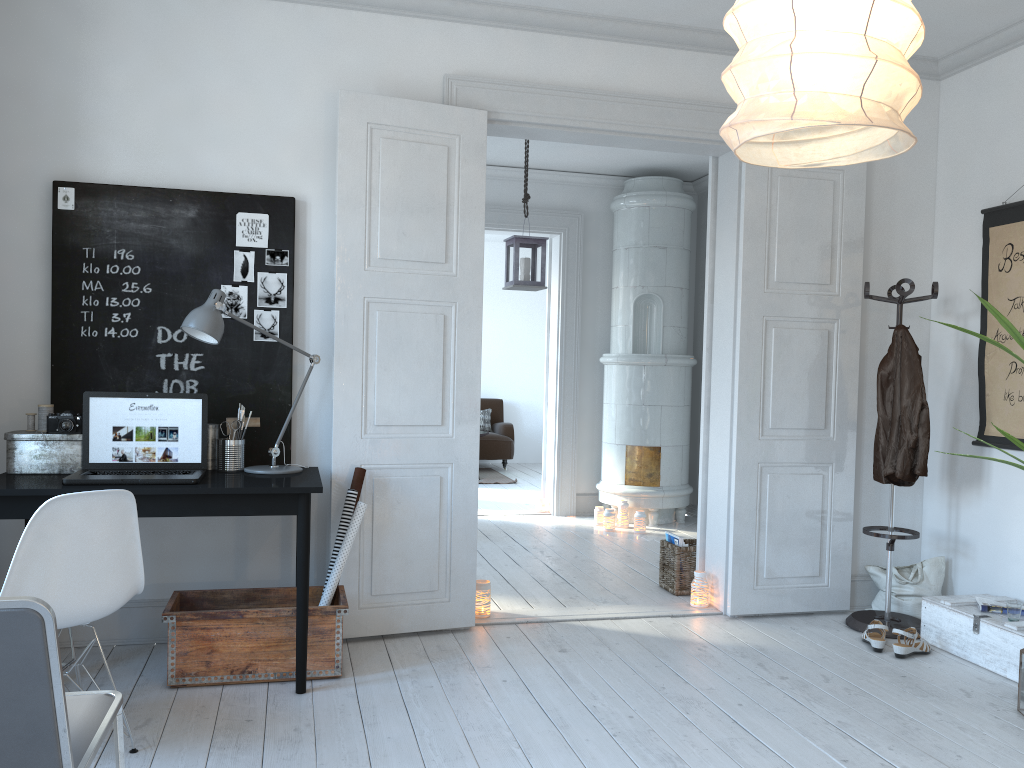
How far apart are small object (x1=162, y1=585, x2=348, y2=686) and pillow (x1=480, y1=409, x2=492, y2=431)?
7.15m

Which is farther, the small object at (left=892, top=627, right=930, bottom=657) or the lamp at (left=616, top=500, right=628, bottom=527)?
the lamp at (left=616, top=500, right=628, bottom=527)

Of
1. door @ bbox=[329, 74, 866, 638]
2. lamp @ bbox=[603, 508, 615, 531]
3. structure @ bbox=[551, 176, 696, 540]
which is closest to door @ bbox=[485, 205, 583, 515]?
structure @ bbox=[551, 176, 696, 540]

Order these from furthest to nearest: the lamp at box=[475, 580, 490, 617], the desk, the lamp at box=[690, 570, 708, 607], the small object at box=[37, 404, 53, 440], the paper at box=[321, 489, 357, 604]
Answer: the lamp at box=[690, 570, 708, 607]
the lamp at box=[475, 580, 490, 617]
the paper at box=[321, 489, 357, 604]
the small object at box=[37, 404, 53, 440]
the desk

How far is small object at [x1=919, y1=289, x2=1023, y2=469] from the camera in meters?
3.3

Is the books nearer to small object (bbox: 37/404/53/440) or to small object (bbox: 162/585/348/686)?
small object (bbox: 162/585/348/686)

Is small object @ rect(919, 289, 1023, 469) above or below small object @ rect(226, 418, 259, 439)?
above

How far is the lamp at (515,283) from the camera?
5.5 meters

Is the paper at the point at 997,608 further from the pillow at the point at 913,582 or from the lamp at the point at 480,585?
the lamp at the point at 480,585

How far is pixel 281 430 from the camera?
3.6 meters
